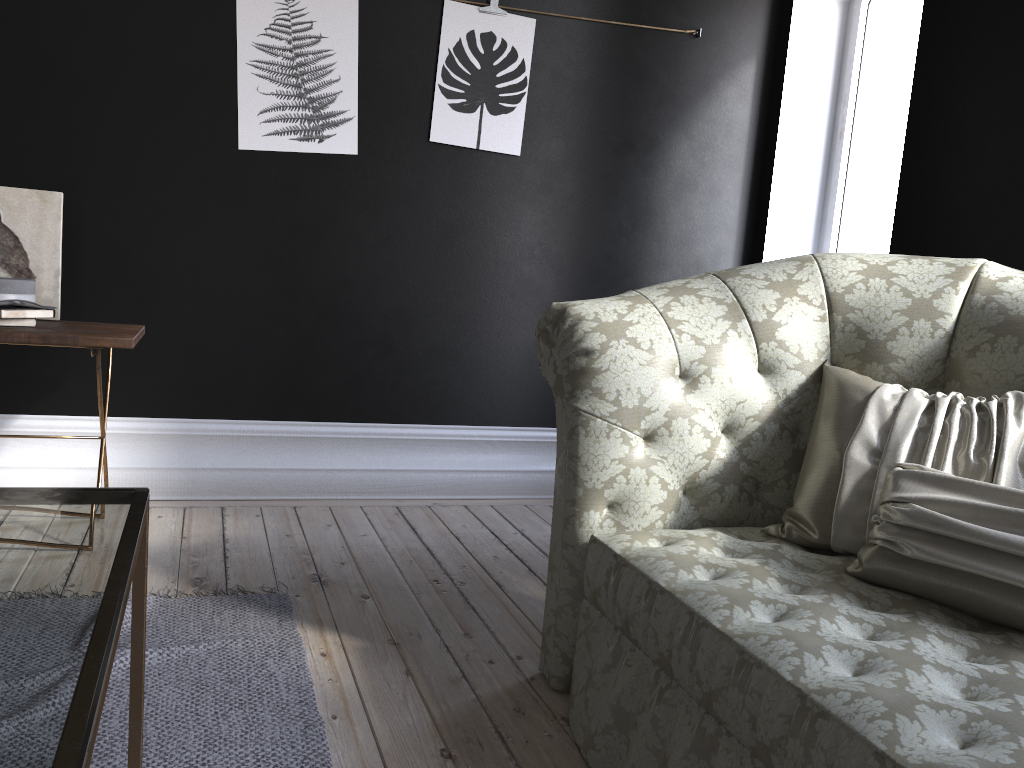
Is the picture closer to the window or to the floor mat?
the window

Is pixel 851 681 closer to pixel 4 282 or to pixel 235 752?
pixel 235 752

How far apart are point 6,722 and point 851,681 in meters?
1.1

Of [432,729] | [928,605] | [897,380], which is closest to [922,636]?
[928,605]

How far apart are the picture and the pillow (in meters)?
2.05

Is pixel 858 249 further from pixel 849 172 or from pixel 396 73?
pixel 396 73

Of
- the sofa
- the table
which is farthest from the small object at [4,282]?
the sofa

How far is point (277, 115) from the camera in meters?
3.5 m

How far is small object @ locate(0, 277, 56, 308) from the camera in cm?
272

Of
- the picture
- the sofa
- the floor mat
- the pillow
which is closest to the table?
the floor mat
